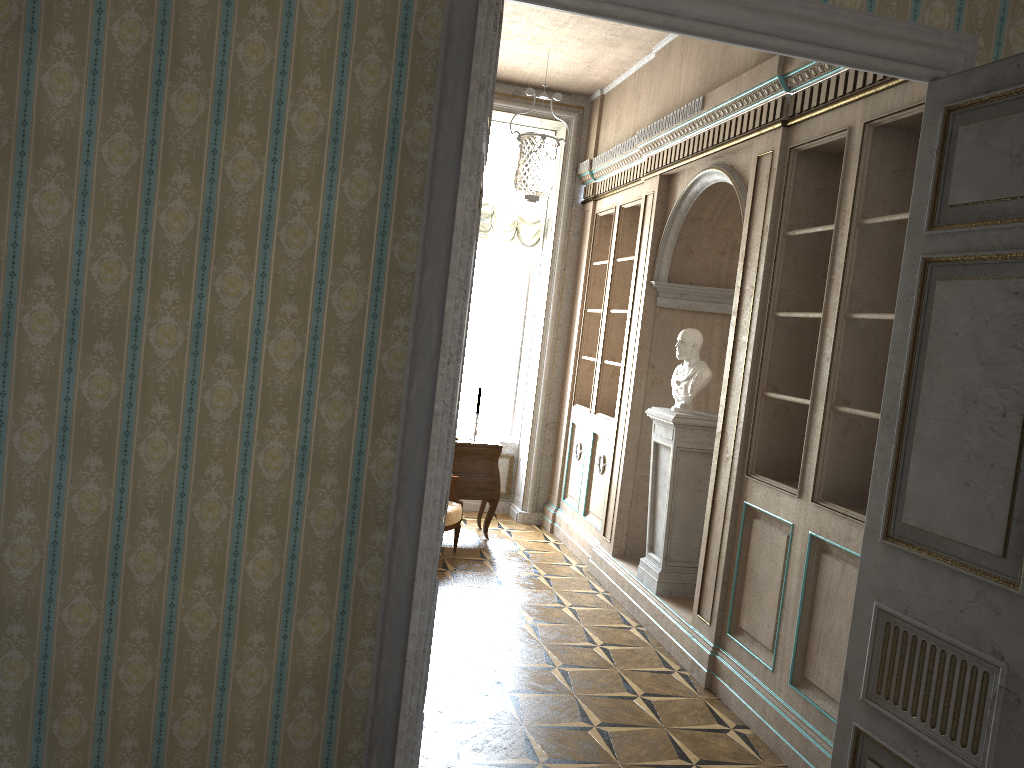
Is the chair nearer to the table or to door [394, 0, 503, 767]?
the table

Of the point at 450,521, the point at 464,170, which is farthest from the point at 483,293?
the point at 464,170

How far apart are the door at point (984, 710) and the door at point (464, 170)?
1.41m

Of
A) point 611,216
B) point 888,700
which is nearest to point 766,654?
point 888,700

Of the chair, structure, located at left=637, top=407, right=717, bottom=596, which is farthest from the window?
structure, located at left=637, top=407, right=717, bottom=596

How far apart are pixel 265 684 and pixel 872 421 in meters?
2.8

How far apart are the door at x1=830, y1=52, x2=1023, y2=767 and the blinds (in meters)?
5.30

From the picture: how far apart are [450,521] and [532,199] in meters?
2.4 m

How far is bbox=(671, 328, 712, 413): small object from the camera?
5.31m

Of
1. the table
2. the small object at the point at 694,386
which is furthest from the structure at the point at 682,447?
the table
